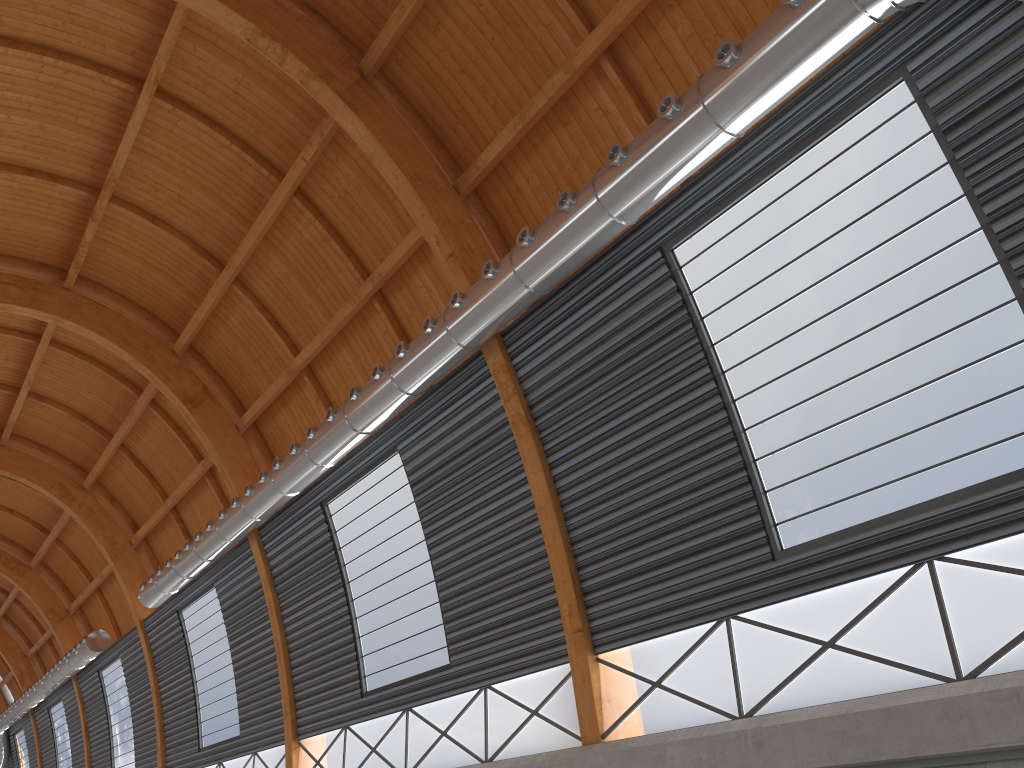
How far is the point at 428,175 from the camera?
22.55m
